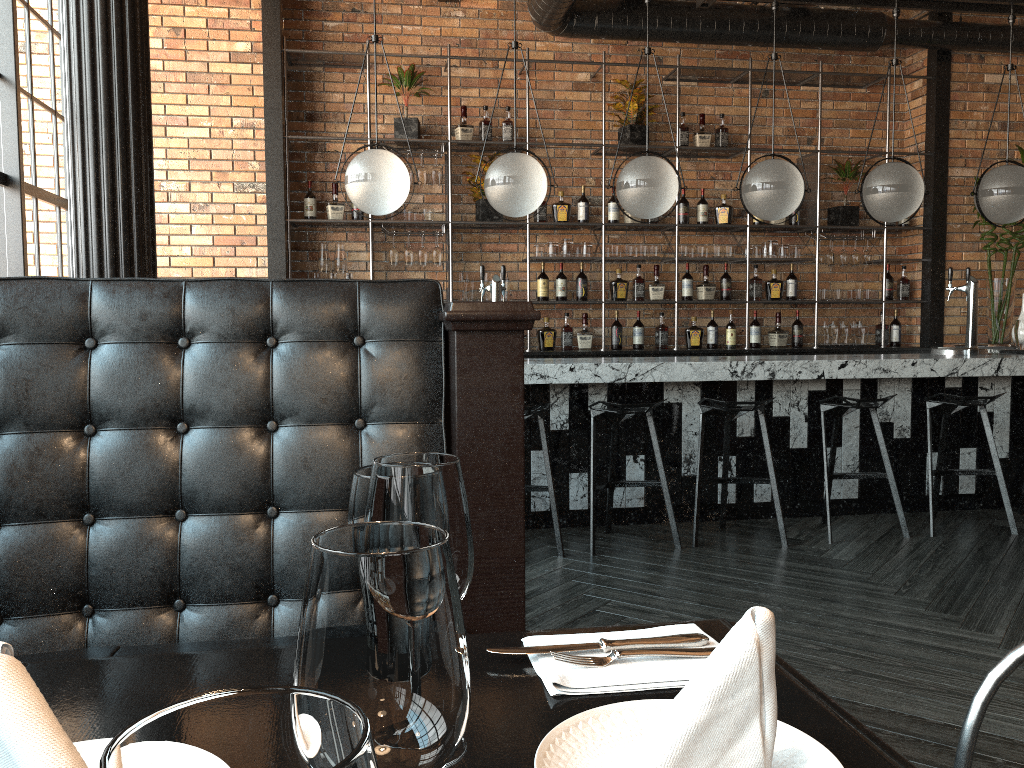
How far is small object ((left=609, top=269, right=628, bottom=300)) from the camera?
6.7 meters

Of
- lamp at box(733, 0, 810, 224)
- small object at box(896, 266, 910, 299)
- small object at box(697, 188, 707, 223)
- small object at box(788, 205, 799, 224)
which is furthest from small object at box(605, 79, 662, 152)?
small object at box(896, 266, 910, 299)

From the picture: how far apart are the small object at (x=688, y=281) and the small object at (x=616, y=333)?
0.6 meters

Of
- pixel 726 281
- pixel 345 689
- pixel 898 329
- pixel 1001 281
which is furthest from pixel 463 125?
pixel 345 689

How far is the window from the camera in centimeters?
464cm

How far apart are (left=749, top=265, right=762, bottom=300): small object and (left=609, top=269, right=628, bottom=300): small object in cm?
102

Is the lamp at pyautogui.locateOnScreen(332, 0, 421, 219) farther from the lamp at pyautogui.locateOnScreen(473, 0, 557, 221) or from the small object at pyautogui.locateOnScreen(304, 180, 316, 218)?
the small object at pyautogui.locateOnScreen(304, 180, 316, 218)

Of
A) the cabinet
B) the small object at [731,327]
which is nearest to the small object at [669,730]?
the cabinet

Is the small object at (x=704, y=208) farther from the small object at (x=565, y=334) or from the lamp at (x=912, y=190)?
the lamp at (x=912, y=190)

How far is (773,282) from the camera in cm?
688
